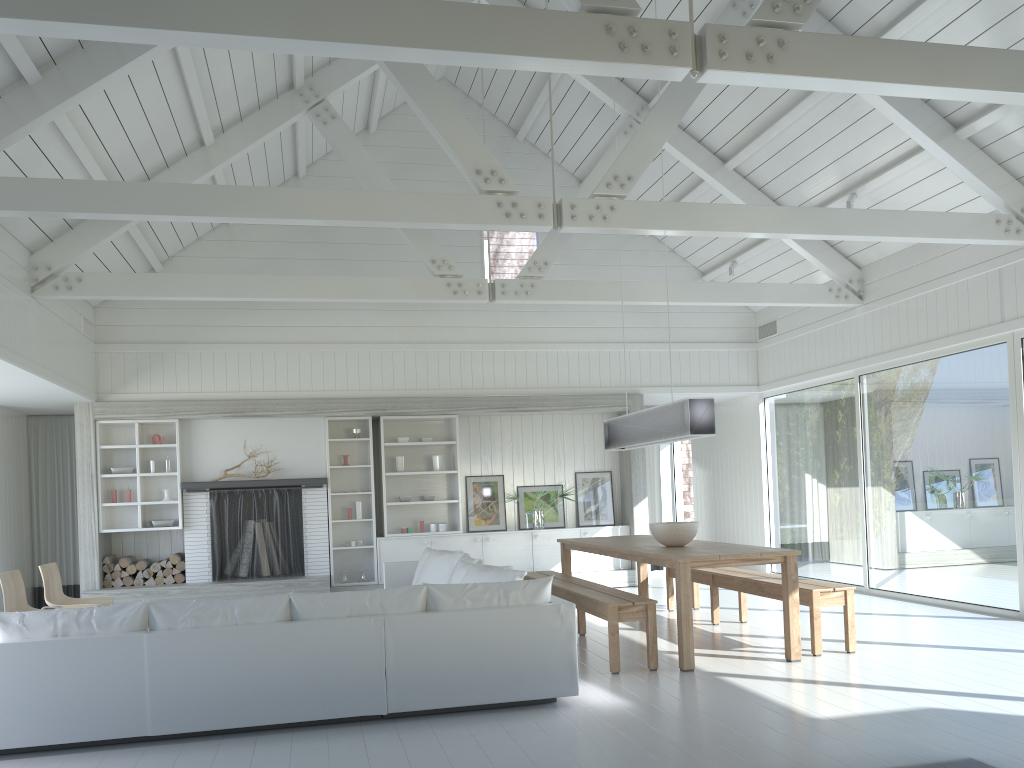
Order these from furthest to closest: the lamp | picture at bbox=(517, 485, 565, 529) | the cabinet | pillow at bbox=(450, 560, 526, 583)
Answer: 1. picture at bbox=(517, 485, 565, 529)
2. the cabinet
3. the lamp
4. pillow at bbox=(450, 560, 526, 583)

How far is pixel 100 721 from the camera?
4.4m

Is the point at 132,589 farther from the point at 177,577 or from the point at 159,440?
the point at 159,440

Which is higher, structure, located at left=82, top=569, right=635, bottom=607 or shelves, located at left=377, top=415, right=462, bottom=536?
shelves, located at left=377, top=415, right=462, bottom=536

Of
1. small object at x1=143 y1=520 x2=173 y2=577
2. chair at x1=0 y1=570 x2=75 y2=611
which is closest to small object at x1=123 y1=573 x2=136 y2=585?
small object at x1=143 y1=520 x2=173 y2=577

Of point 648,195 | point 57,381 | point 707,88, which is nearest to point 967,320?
point 707,88

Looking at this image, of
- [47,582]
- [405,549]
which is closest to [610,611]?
[47,582]

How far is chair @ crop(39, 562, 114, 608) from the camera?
7.2m

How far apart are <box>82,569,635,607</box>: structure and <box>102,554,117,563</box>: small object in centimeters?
43cm

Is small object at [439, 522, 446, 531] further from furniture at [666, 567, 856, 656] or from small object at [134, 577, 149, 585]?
small object at [134, 577, 149, 585]
